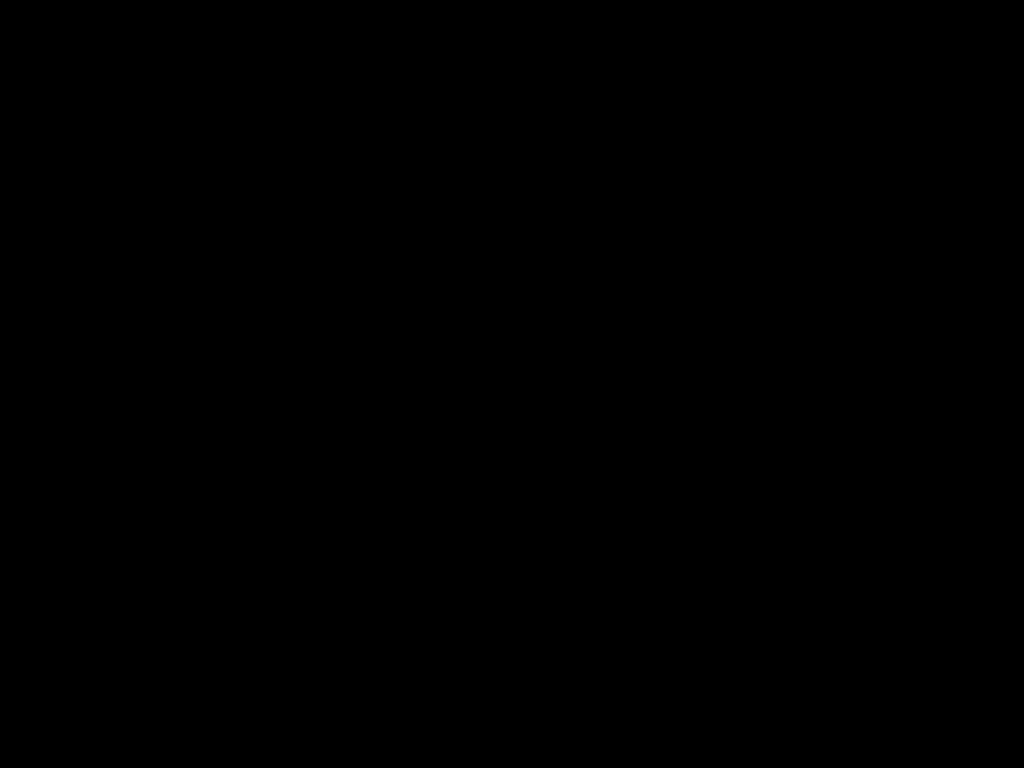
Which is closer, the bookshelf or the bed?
the bed

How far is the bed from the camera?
0.29m

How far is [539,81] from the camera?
0.3m

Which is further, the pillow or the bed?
the pillow

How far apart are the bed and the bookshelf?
0.0 meters

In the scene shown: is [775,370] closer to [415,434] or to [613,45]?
[415,434]

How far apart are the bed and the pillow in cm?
4

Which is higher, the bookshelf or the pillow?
the pillow

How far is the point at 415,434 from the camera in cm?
267

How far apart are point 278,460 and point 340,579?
0.95m
